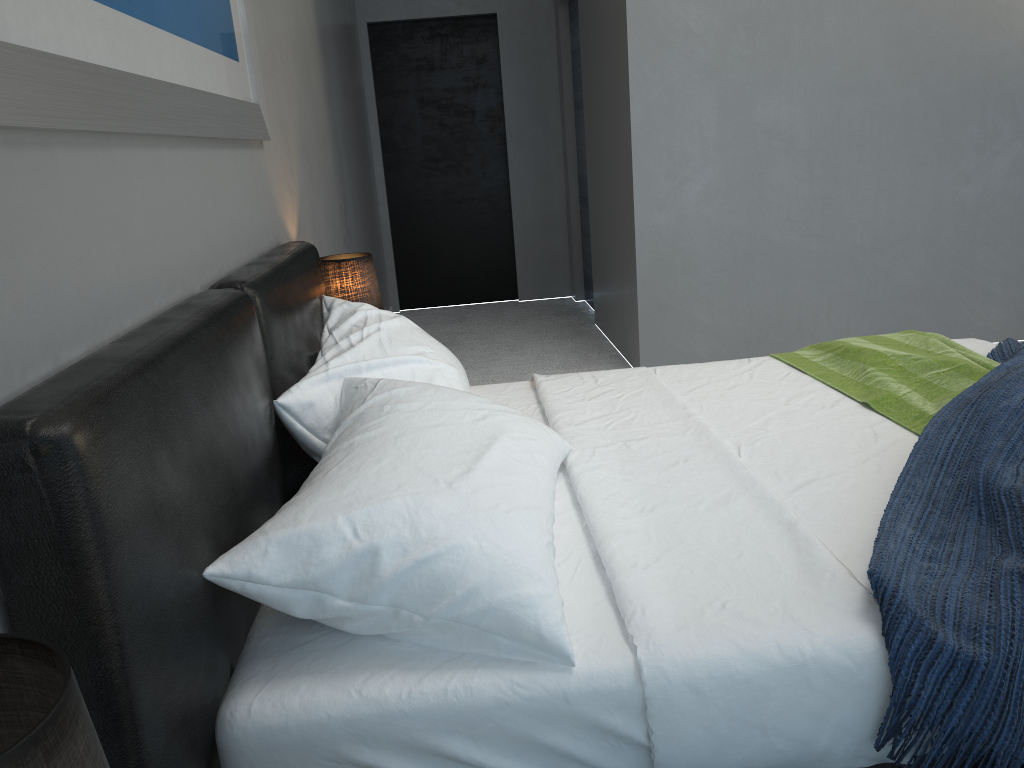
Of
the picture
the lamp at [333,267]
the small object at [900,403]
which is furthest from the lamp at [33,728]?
the lamp at [333,267]

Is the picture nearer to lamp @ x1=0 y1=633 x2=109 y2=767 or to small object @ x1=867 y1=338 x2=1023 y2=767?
lamp @ x1=0 y1=633 x2=109 y2=767

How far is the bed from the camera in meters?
1.0

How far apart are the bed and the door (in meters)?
3.68

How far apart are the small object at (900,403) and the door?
3.62m

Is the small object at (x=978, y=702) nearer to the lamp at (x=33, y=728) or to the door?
the lamp at (x=33, y=728)

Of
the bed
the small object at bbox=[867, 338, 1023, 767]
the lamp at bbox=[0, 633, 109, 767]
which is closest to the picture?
the bed

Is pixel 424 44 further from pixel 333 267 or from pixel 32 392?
pixel 32 392

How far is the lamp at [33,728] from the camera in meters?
0.5

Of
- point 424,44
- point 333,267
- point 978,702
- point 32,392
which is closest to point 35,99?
point 32,392
